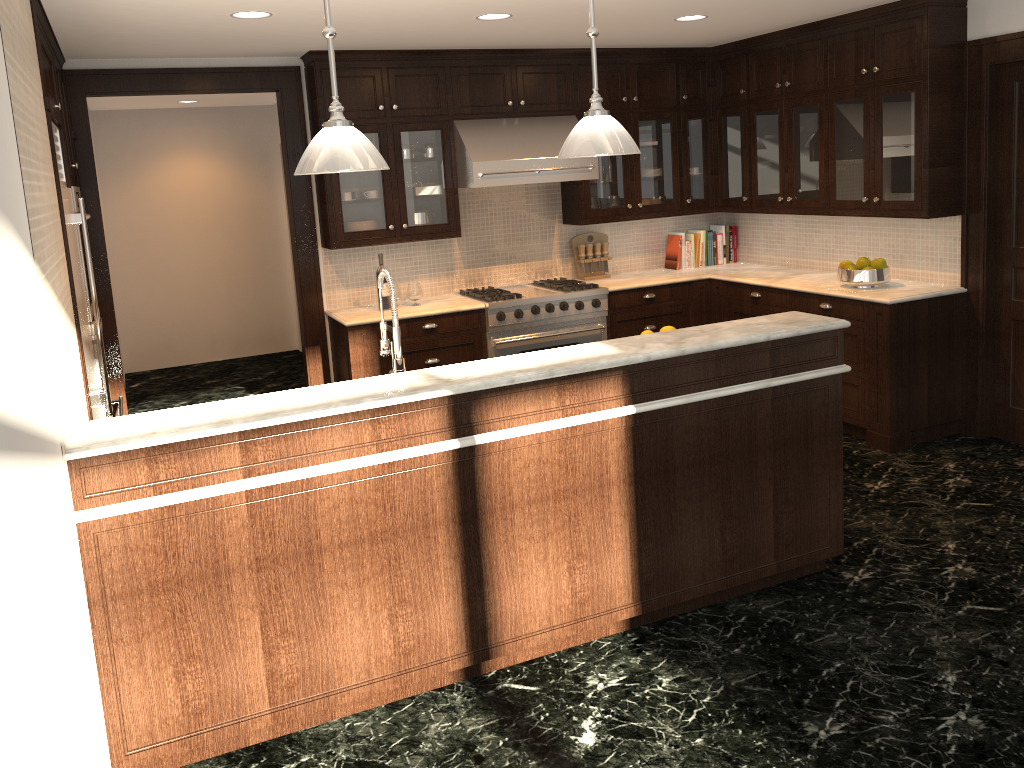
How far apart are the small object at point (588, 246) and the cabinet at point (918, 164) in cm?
25

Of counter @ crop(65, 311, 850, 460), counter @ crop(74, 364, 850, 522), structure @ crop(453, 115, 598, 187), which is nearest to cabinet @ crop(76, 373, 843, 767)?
counter @ crop(74, 364, 850, 522)

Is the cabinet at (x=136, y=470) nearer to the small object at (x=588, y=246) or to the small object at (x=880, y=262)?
the small object at (x=880, y=262)

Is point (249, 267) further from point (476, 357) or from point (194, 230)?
point (476, 357)

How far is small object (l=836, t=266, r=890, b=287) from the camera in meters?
A: 5.3

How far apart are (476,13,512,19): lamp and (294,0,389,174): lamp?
1.98m

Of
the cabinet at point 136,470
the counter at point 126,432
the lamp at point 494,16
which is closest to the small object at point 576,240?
the lamp at point 494,16

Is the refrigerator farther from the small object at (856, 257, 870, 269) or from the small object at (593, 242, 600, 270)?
the small object at (856, 257, 870, 269)

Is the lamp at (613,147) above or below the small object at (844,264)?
above

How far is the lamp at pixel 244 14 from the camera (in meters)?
4.09
